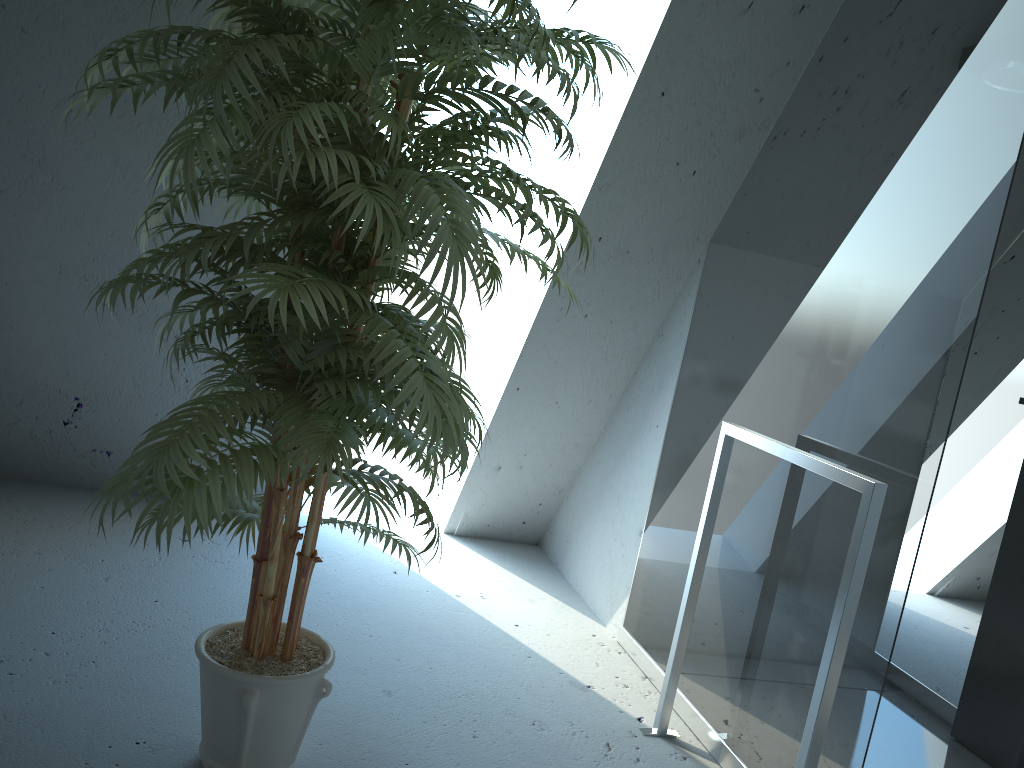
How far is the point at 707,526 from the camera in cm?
231

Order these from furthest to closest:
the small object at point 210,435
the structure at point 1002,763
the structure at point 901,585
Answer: the structure at point 1002,763 → the structure at point 901,585 → the small object at point 210,435

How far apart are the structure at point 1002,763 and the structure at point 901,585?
0.1 meters

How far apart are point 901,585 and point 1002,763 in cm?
125

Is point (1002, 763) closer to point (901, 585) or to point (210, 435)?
point (901, 585)

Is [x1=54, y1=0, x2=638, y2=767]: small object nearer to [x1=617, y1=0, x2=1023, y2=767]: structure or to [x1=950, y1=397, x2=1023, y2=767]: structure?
[x1=617, y1=0, x2=1023, y2=767]: structure

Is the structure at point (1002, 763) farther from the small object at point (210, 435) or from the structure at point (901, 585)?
the small object at point (210, 435)

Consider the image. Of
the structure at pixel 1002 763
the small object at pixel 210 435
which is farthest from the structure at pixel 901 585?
the small object at pixel 210 435

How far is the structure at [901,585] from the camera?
1.77m

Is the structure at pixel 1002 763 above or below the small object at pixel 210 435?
below
